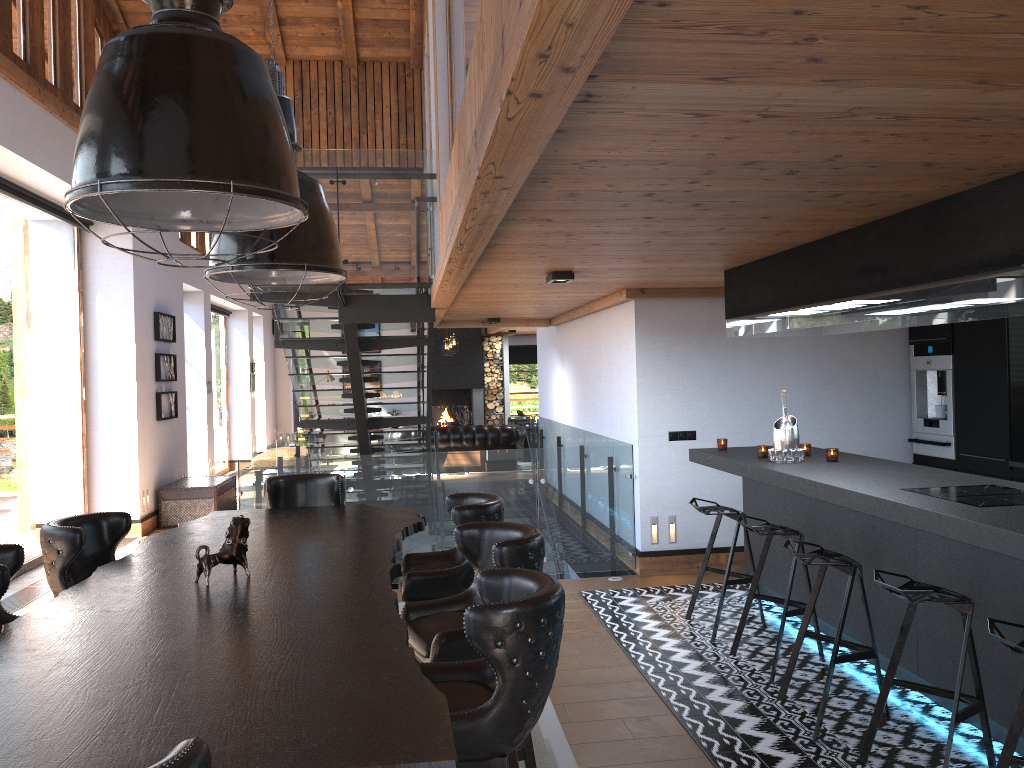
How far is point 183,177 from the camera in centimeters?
215cm

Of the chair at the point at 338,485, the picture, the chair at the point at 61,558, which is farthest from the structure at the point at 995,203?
the picture

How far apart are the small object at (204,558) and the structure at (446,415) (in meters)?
A: 16.80

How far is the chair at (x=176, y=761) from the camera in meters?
1.5 m

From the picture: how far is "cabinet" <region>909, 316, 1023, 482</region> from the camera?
6.4m

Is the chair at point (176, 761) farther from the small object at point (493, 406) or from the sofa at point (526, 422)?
the small object at point (493, 406)

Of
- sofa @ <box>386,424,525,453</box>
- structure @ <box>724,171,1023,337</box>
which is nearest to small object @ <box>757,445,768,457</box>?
structure @ <box>724,171,1023,337</box>

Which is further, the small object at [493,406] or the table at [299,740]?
the small object at [493,406]

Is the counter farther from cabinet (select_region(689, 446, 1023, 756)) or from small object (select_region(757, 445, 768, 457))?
small object (select_region(757, 445, 768, 457))

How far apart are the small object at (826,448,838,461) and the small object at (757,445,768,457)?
0.45m
